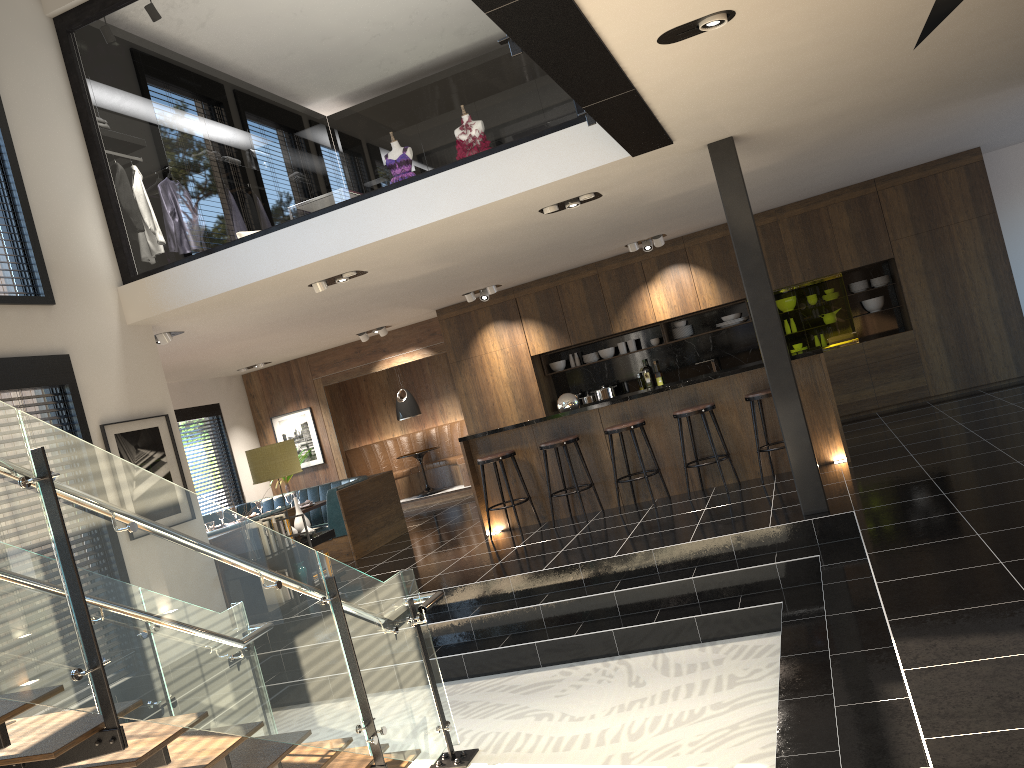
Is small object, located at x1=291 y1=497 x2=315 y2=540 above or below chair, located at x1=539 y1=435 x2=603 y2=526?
below

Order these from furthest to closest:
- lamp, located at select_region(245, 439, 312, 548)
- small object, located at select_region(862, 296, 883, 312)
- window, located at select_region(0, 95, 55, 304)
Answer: small object, located at select_region(862, 296, 883, 312) → lamp, located at select_region(245, 439, 312, 548) → window, located at select_region(0, 95, 55, 304)

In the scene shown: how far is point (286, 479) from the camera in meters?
13.4

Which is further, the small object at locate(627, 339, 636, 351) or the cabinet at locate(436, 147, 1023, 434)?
the small object at locate(627, 339, 636, 351)

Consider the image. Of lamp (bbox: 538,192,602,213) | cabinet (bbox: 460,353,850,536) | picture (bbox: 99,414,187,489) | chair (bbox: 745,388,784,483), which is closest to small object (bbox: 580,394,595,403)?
cabinet (bbox: 460,353,850,536)

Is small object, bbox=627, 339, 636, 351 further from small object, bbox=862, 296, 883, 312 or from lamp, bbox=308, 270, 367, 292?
lamp, bbox=308, 270, 367, 292

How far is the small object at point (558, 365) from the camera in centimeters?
1223cm

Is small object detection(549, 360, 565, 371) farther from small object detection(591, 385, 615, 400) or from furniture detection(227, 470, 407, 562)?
furniture detection(227, 470, 407, 562)

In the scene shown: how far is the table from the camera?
13.5 meters

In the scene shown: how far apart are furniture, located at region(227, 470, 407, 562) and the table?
2.5 meters
